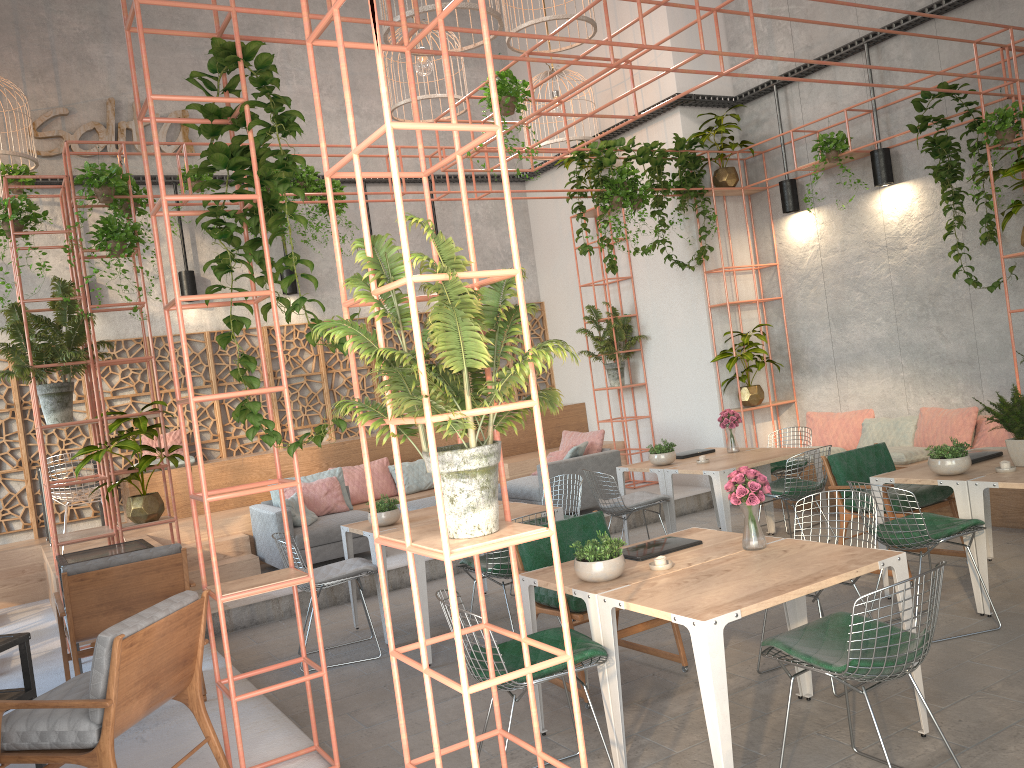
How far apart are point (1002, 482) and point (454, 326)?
3.9m

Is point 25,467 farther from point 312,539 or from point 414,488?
point 414,488

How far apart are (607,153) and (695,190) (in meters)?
1.44

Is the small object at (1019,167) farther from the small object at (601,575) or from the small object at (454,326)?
the small object at (454,326)

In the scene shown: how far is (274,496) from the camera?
9.3 meters

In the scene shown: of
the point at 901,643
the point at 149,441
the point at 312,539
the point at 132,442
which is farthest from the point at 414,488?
the point at 901,643

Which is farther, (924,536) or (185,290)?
(185,290)

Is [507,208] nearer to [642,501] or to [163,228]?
[642,501]

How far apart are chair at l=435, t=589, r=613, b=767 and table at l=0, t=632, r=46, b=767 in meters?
A: 1.9

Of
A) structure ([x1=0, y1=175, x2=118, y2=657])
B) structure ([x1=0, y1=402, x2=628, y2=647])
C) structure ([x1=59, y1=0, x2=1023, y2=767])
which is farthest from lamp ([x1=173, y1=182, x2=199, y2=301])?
structure ([x1=59, y1=0, x2=1023, y2=767])
